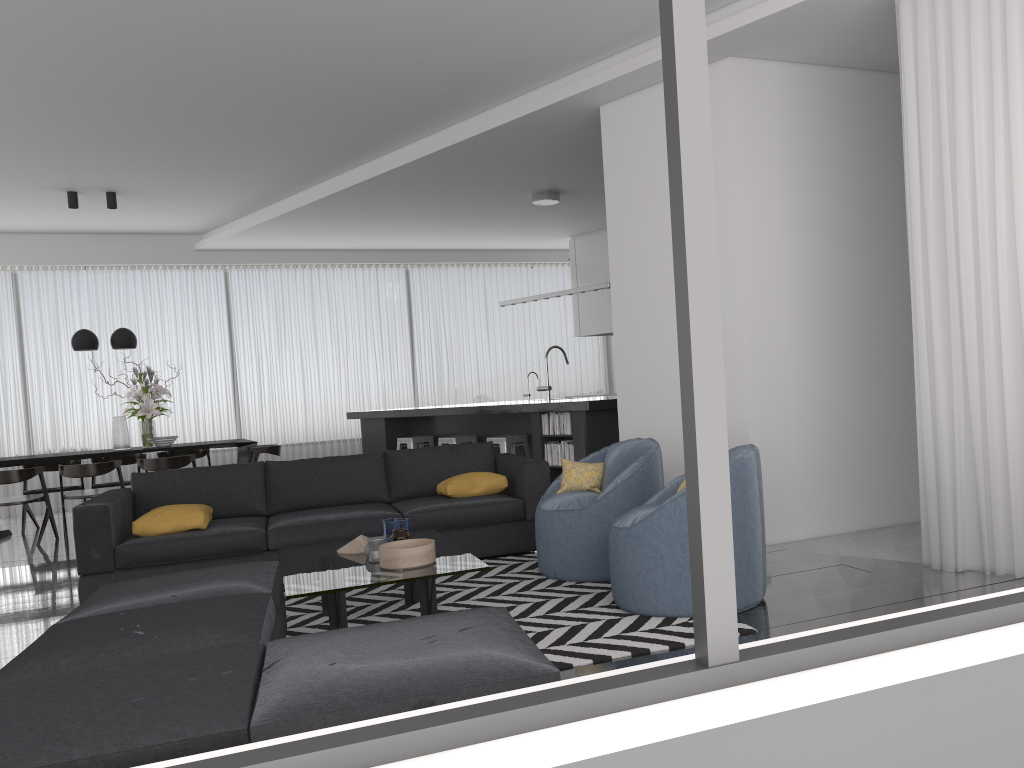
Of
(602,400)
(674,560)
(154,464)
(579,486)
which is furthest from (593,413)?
(154,464)

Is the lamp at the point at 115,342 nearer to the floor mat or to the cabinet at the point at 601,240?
the floor mat

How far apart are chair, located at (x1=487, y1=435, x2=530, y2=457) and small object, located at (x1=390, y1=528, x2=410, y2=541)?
3.8 meters

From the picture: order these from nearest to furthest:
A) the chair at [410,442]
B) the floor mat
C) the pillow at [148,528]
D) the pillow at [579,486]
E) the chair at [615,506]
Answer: the floor mat, the chair at [615,506], the pillow at [579,486], the pillow at [148,528], the chair at [410,442]

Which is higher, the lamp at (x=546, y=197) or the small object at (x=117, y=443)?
the lamp at (x=546, y=197)

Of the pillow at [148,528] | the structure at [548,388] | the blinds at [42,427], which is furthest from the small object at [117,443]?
the structure at [548,388]

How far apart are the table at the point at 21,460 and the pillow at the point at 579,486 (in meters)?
4.90

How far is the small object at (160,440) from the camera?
8.78m

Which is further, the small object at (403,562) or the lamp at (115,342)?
the lamp at (115,342)

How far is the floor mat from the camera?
3.48m
